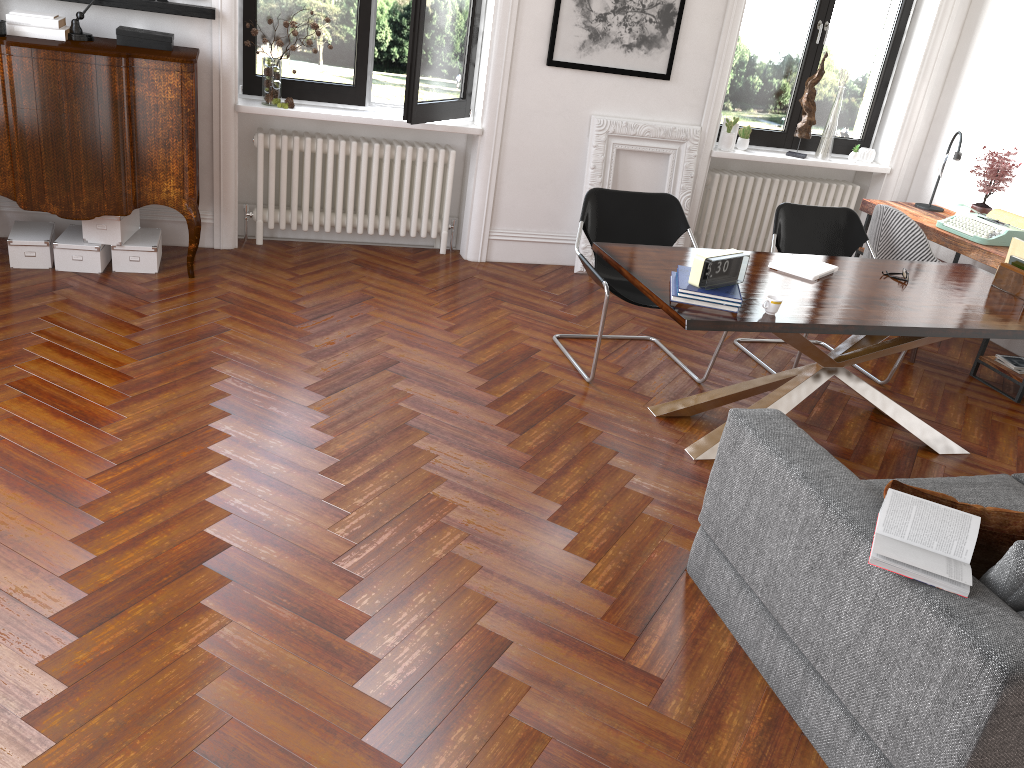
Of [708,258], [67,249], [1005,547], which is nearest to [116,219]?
[67,249]

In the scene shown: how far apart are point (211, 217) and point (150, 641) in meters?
3.7

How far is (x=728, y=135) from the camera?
6.4m

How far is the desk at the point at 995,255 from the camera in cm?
523

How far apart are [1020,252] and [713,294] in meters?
2.0

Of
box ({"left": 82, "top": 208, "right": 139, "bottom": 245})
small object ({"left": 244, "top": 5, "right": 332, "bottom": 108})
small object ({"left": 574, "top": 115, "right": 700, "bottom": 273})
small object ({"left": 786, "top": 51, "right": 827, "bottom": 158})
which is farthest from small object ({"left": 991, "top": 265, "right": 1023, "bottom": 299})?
box ({"left": 82, "top": 208, "right": 139, "bottom": 245})

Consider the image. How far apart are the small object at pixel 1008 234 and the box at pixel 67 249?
5.12m

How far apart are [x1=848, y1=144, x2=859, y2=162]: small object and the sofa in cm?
406

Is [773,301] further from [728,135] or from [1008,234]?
[728,135]

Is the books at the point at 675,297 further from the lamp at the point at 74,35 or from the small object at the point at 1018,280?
the lamp at the point at 74,35
